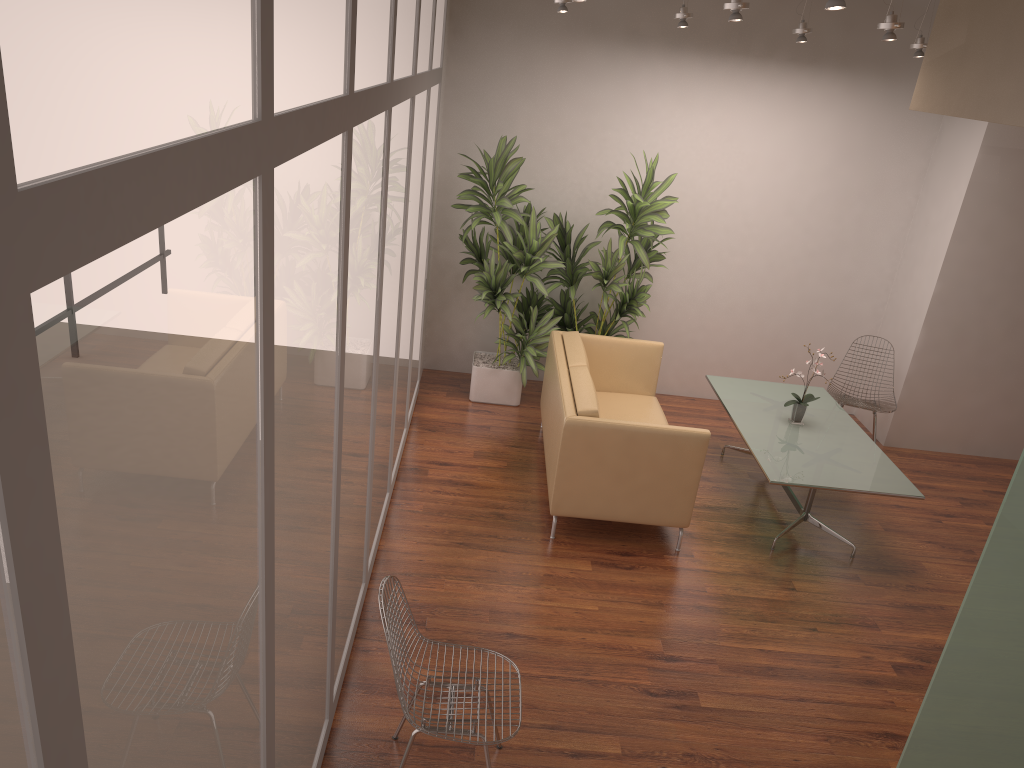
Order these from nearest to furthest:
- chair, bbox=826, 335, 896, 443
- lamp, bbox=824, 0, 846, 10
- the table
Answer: lamp, bbox=824, 0, 846, 10 → the table → chair, bbox=826, 335, 896, 443

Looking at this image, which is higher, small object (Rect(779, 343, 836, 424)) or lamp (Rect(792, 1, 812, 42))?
lamp (Rect(792, 1, 812, 42))

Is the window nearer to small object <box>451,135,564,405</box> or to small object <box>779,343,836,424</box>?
small object <box>451,135,564,405</box>

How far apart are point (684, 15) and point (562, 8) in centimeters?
85cm

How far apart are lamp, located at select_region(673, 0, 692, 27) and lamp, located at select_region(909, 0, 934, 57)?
1.6m

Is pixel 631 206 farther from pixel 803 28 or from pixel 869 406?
pixel 869 406

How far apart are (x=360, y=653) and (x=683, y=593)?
1.9m

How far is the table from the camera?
5.3m

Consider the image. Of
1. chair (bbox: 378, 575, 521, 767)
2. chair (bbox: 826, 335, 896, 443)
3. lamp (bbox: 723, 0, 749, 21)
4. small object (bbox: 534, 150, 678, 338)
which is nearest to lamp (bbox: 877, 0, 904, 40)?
lamp (bbox: 723, 0, 749, 21)

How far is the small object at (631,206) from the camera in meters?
6.7 m
